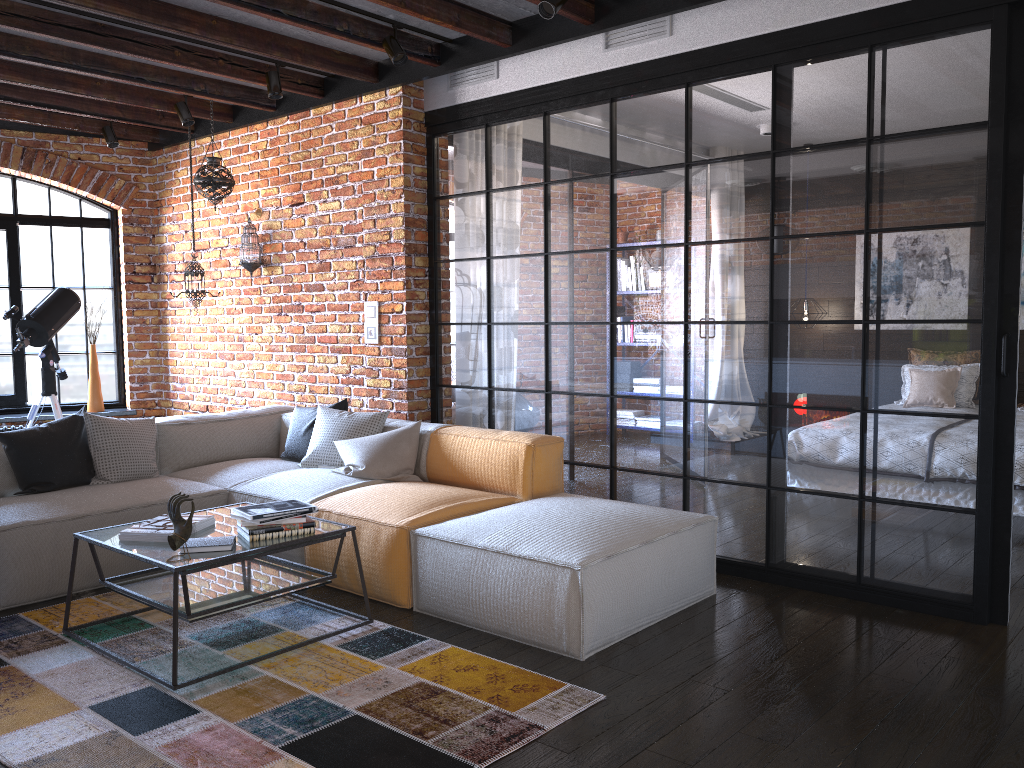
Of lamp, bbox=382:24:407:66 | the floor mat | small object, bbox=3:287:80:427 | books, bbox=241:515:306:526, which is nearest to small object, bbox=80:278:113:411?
small object, bbox=3:287:80:427

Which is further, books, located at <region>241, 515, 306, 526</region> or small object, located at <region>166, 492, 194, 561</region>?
books, located at <region>241, 515, 306, 526</region>

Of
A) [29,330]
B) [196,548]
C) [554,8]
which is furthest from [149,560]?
[29,330]

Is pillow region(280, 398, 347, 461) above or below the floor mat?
above

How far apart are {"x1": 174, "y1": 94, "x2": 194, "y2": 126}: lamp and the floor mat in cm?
329

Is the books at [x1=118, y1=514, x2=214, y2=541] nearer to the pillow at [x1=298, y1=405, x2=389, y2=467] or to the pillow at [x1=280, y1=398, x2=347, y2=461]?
the pillow at [x1=298, y1=405, x2=389, y2=467]

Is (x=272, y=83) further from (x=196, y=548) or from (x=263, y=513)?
(x=196, y=548)

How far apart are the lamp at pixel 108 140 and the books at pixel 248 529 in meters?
4.4 m

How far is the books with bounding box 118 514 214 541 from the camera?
3.3 meters

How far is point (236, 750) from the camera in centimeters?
249cm
